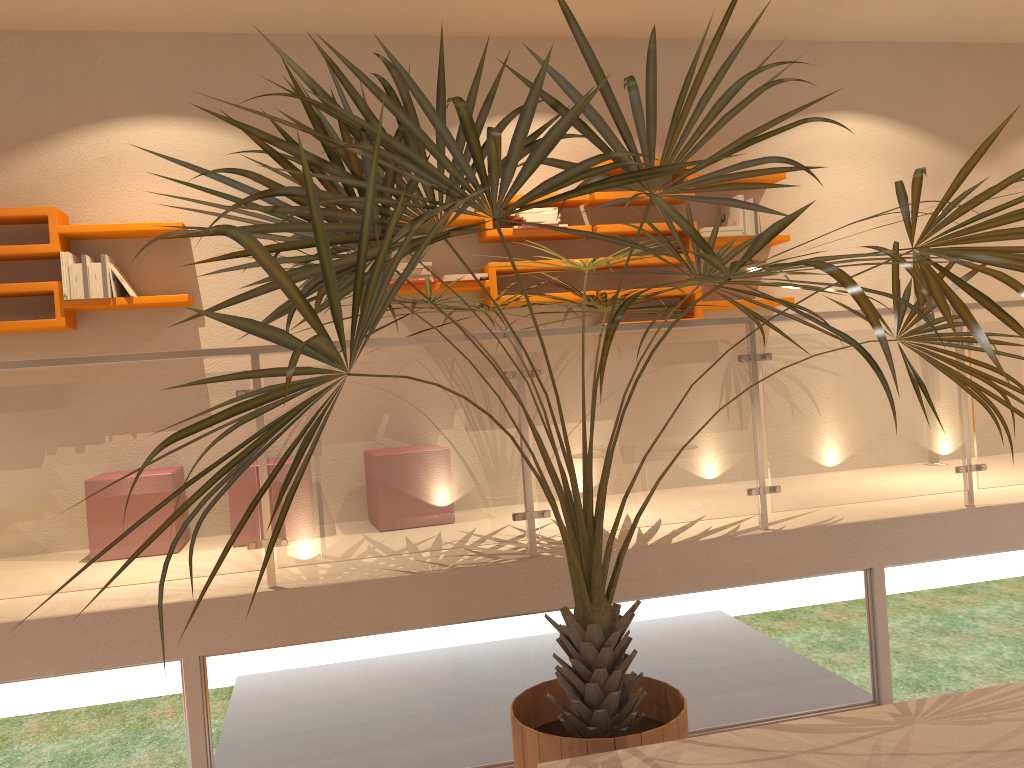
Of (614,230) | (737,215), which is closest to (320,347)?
(614,230)

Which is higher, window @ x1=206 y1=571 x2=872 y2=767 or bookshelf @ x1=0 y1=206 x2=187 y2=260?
bookshelf @ x1=0 y1=206 x2=187 y2=260

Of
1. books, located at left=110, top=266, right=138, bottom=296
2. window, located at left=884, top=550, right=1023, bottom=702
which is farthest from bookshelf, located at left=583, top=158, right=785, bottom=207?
books, located at left=110, top=266, right=138, bottom=296

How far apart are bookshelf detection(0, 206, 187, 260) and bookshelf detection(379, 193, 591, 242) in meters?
1.5 m

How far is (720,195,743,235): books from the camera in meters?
5.0 m

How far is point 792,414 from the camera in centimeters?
372cm

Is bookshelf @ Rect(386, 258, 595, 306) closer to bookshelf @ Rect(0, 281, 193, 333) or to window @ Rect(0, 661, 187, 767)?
bookshelf @ Rect(0, 281, 193, 333)

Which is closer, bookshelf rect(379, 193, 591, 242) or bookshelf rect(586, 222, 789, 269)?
bookshelf rect(379, 193, 591, 242)

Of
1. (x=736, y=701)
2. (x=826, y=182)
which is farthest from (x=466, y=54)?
(x=736, y=701)

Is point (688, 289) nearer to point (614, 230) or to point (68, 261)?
point (614, 230)
